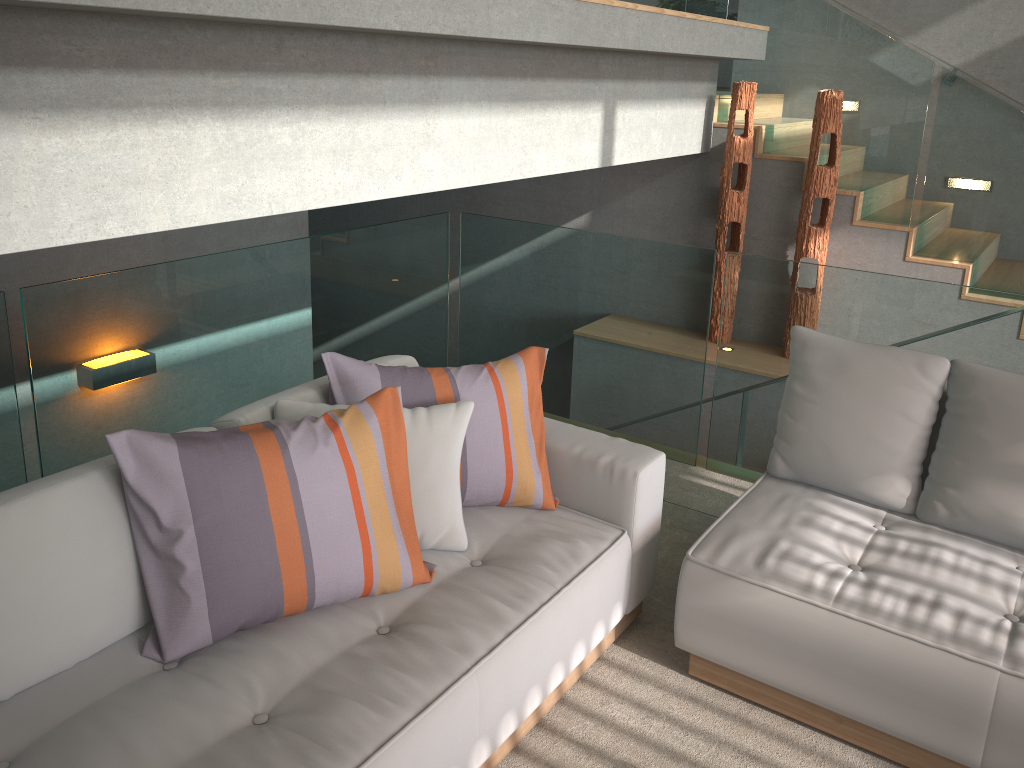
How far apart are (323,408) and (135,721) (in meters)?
0.90

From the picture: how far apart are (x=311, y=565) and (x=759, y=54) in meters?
4.3

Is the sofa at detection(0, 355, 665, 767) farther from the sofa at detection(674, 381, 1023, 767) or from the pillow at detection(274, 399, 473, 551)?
the sofa at detection(674, 381, 1023, 767)

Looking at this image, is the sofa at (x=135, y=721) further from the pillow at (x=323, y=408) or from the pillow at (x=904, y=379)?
the pillow at (x=904, y=379)

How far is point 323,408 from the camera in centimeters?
239cm

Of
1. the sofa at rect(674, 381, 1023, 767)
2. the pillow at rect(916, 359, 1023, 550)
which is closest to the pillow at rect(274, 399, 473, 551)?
the sofa at rect(674, 381, 1023, 767)

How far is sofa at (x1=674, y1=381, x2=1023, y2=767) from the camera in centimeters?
212cm

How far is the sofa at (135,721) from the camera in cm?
178

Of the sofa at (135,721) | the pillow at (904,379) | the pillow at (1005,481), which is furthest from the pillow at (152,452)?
the pillow at (1005,481)

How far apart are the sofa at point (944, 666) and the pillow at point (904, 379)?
0.0m
